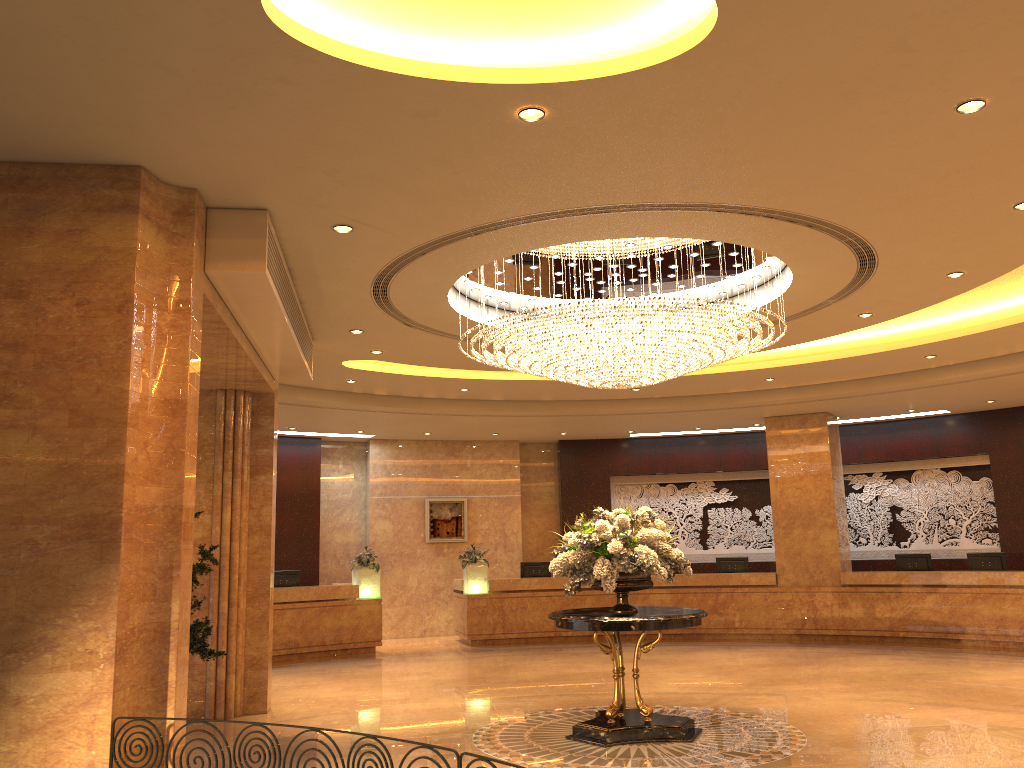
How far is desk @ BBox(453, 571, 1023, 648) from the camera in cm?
1395

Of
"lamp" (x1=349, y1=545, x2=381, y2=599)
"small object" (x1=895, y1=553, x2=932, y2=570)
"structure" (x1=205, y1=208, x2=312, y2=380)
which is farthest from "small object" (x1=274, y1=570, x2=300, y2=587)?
"small object" (x1=895, y1=553, x2=932, y2=570)

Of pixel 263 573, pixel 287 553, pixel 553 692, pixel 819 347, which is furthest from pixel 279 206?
pixel 287 553

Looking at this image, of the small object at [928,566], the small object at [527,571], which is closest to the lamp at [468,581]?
the small object at [527,571]

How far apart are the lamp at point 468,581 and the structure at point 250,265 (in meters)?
7.04

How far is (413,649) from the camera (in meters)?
15.61

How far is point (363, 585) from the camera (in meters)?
15.35

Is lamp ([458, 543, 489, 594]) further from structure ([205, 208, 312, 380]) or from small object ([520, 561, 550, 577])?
structure ([205, 208, 312, 380])

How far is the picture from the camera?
18.17m

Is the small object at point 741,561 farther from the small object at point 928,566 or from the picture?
the picture
